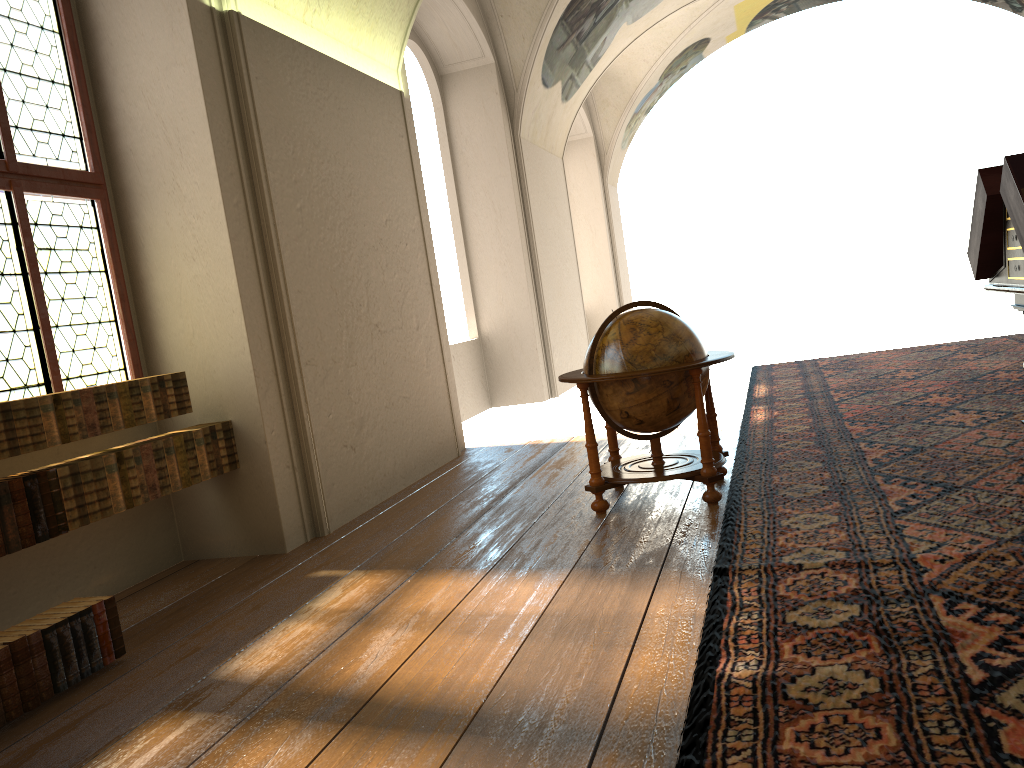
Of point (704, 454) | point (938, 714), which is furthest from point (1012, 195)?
point (938, 714)

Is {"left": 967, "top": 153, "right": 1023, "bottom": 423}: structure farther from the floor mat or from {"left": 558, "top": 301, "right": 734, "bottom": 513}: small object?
{"left": 558, "top": 301, "right": 734, "bottom": 513}: small object

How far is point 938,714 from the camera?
2.9 meters

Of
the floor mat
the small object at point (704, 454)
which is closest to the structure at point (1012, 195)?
the floor mat

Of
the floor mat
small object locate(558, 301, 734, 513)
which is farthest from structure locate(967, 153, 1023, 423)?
small object locate(558, 301, 734, 513)

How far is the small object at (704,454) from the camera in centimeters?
601cm

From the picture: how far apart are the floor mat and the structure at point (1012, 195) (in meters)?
1.01

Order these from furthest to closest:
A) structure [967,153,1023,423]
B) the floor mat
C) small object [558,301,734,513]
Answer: small object [558,301,734,513], structure [967,153,1023,423], the floor mat

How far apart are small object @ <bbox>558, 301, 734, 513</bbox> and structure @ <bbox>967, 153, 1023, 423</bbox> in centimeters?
178cm

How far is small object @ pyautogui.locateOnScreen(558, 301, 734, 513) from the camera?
6.01m
